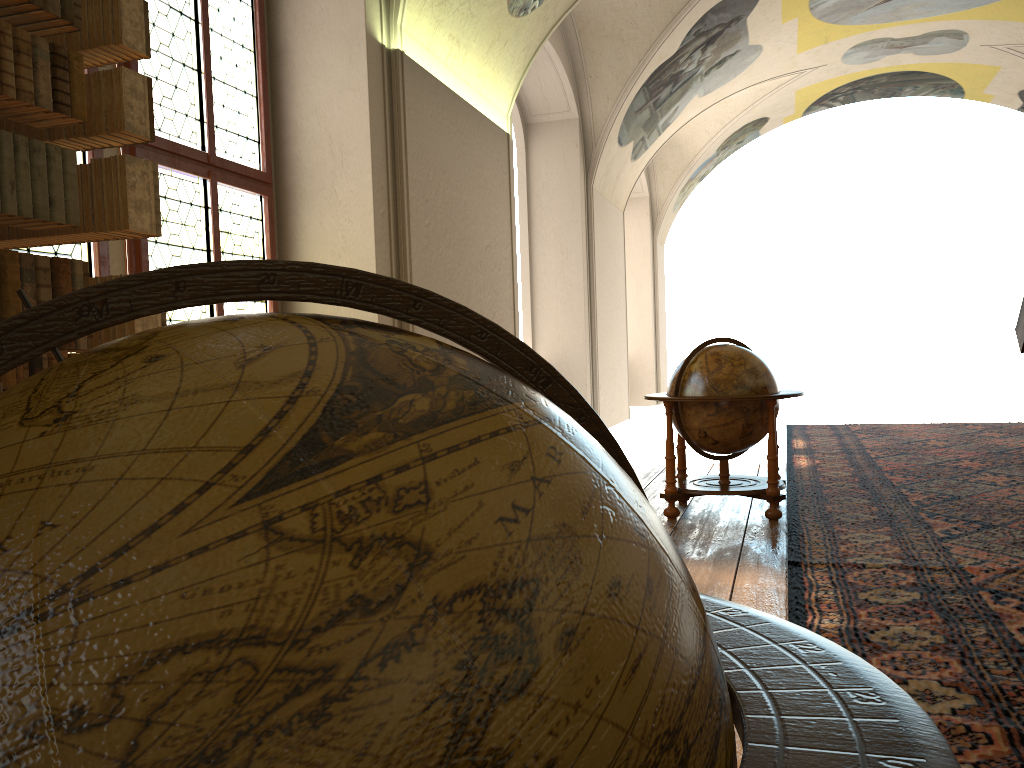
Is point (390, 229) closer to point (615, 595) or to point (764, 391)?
point (764, 391)

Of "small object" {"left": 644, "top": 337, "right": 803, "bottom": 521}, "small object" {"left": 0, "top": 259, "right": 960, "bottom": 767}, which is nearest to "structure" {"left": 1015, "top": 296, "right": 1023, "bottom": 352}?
"small object" {"left": 644, "top": 337, "right": 803, "bottom": 521}

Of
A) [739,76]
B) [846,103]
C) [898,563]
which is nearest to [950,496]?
[898,563]

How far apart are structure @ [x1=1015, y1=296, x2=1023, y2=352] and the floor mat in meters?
1.3

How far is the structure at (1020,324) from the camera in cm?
718

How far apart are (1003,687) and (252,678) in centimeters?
357cm

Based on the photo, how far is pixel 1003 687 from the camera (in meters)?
3.32

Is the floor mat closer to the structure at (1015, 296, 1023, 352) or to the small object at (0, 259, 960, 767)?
the structure at (1015, 296, 1023, 352)

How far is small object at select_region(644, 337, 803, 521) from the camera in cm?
683

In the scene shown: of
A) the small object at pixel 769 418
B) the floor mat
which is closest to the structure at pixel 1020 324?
the floor mat
